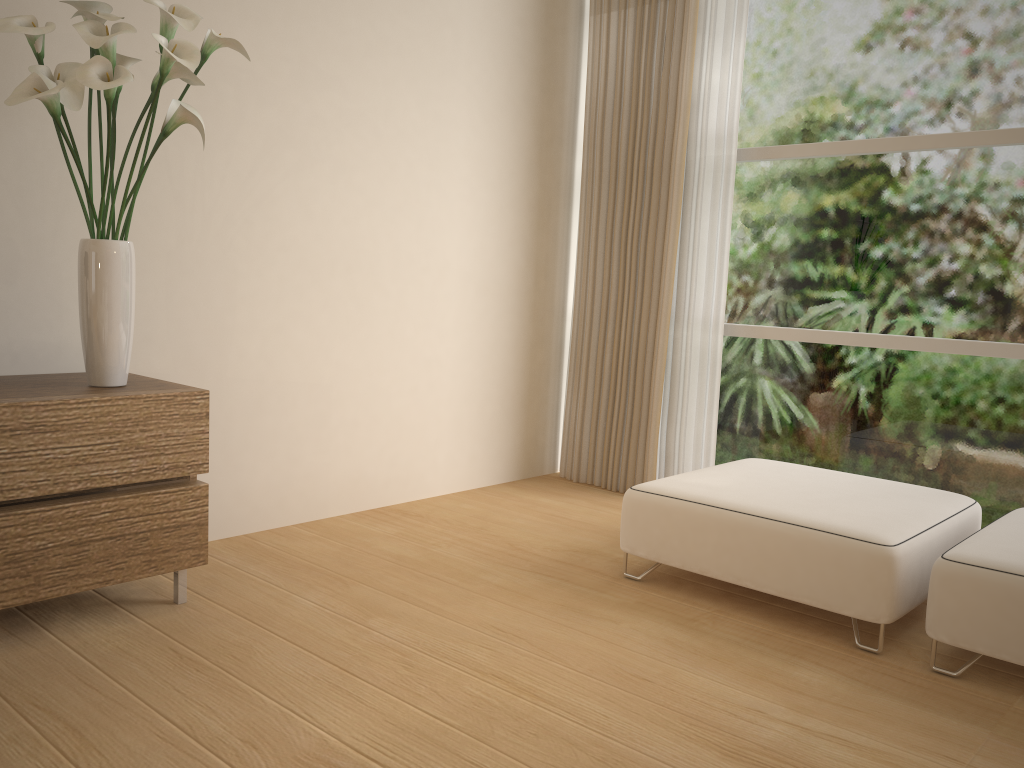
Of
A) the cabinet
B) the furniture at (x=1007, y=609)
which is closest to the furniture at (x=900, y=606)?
the furniture at (x=1007, y=609)

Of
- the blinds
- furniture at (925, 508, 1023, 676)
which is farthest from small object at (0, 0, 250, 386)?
furniture at (925, 508, 1023, 676)

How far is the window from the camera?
3.6m

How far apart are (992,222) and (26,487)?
3.6m

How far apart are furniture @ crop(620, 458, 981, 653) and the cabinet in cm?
139

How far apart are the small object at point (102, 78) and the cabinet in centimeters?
2cm

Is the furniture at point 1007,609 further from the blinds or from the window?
the blinds

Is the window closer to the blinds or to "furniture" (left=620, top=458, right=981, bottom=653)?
the blinds

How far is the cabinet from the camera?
2.3m

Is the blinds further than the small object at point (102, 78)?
Yes
